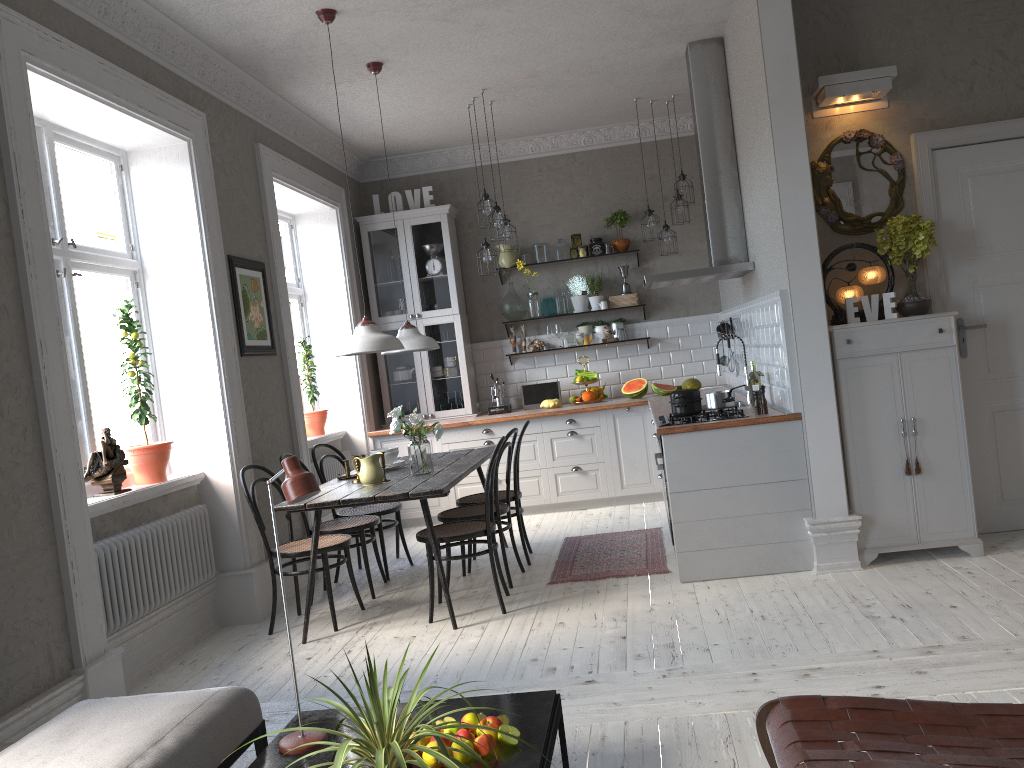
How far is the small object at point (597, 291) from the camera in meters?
8.0 m

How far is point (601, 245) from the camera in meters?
8.0 m

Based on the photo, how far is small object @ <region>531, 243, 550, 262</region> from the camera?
8.0m

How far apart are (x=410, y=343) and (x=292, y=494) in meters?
3.2 m

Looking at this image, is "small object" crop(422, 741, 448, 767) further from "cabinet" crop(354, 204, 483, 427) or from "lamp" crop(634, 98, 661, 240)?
"cabinet" crop(354, 204, 483, 427)

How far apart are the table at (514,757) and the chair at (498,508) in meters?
2.4

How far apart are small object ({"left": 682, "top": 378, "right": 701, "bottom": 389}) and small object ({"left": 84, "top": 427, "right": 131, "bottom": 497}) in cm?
468

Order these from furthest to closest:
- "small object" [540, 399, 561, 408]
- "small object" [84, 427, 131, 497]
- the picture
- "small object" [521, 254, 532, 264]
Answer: "small object" [521, 254, 532, 264] < "small object" [540, 399, 561, 408] < the picture < "small object" [84, 427, 131, 497]

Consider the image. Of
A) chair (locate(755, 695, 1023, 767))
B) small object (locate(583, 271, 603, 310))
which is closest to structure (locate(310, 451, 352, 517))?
small object (locate(583, 271, 603, 310))

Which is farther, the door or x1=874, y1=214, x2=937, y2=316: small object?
the door
